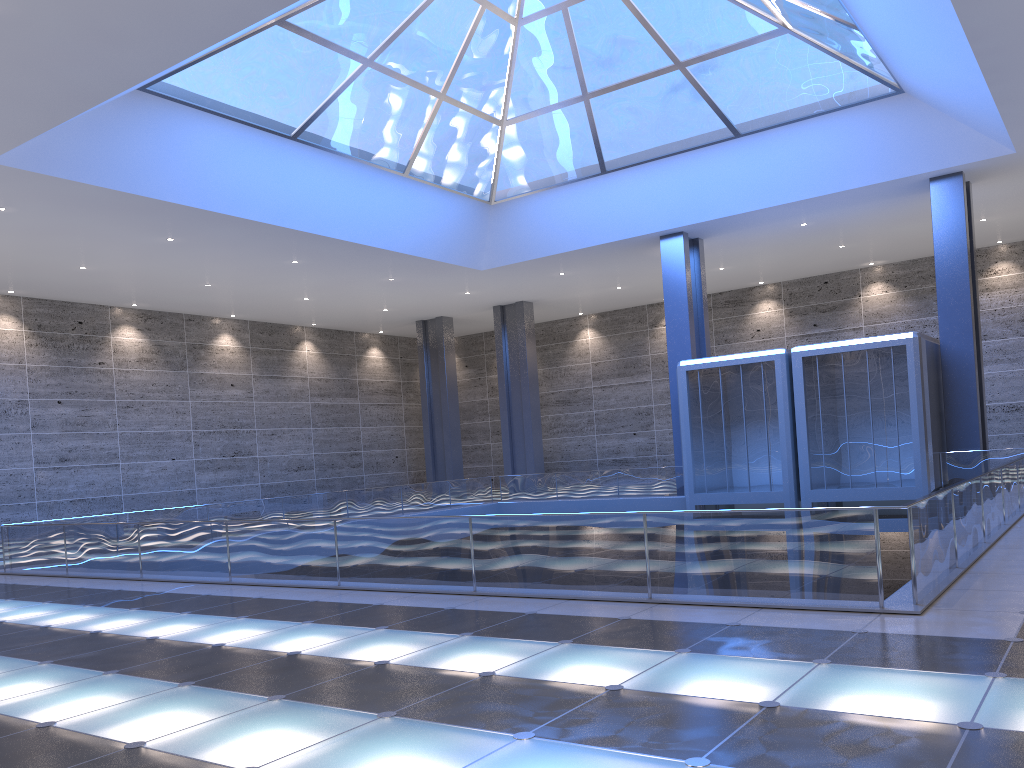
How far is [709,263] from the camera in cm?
3679
